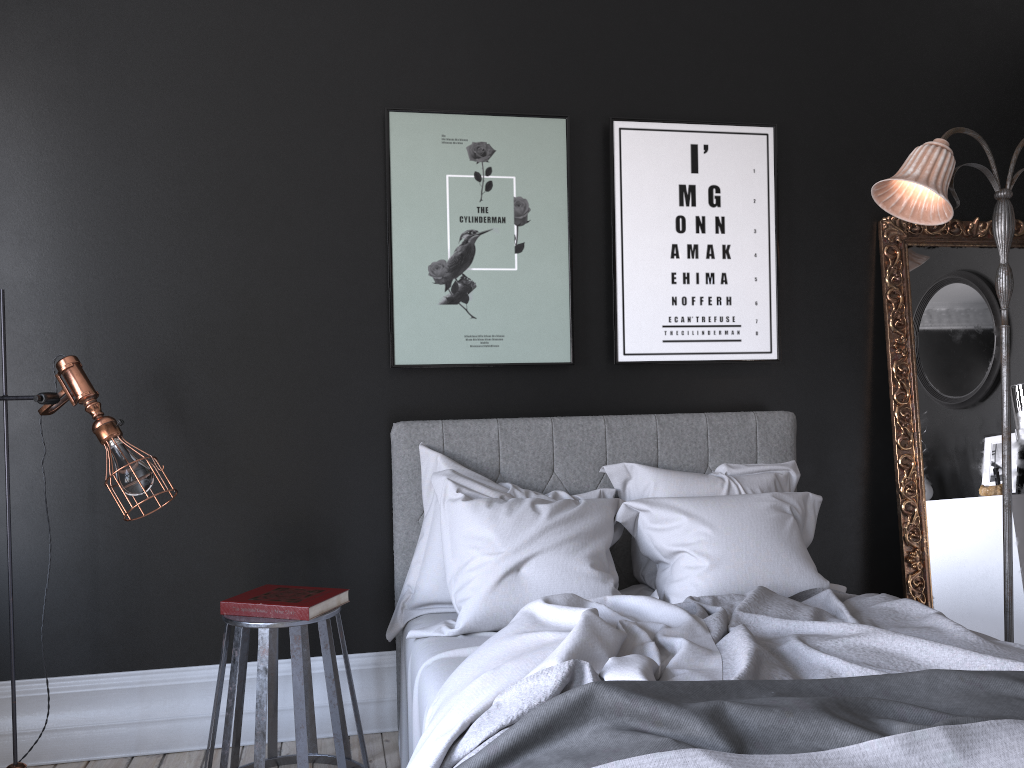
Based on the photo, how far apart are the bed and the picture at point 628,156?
0.3 meters

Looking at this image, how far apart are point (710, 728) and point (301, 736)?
1.6m

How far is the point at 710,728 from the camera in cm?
171

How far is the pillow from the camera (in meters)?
3.06

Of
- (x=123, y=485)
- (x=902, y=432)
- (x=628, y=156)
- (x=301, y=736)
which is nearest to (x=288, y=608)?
(x=301, y=736)

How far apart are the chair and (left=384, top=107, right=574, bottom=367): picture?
1.06m

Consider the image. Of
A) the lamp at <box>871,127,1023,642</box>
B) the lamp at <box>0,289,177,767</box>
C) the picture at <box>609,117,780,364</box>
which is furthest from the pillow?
the lamp at <box>0,289,177,767</box>

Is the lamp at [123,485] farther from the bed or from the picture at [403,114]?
the picture at [403,114]

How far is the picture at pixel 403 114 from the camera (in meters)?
3.70

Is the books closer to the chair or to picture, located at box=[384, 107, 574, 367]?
the chair
